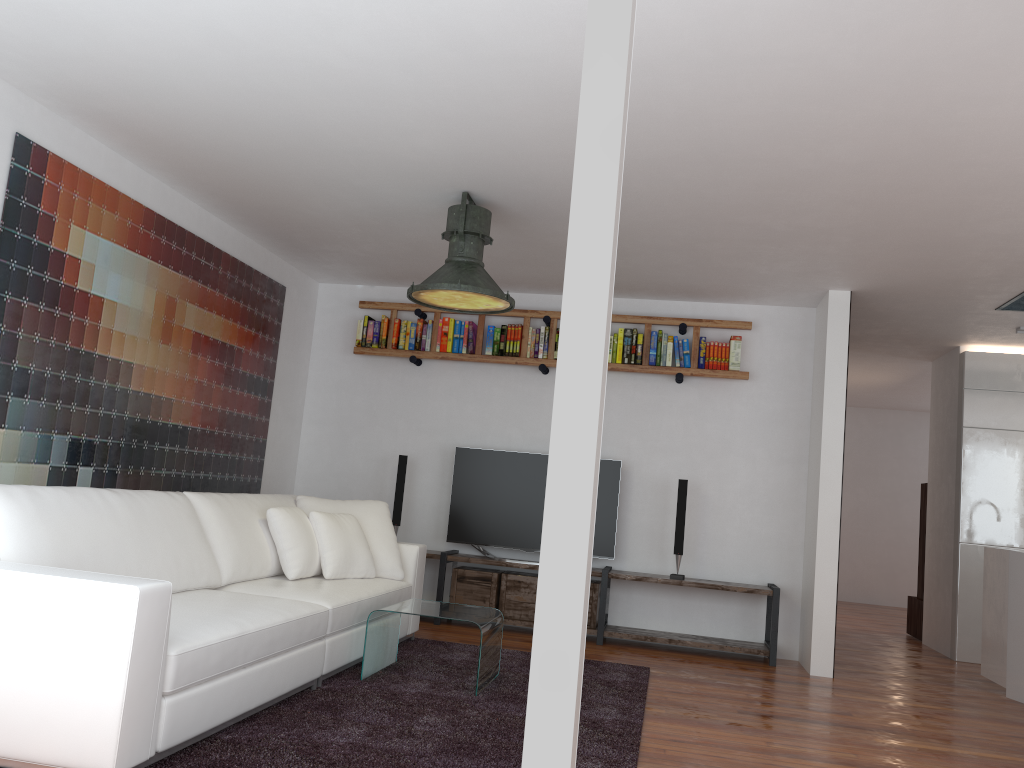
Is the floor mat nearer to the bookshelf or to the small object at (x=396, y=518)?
the small object at (x=396, y=518)

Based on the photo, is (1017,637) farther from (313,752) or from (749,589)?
(313,752)

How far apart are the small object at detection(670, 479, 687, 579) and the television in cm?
46

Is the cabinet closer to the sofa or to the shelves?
the shelves

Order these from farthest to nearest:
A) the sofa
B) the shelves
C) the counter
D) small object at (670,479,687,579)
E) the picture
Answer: small object at (670,479,687,579)
the shelves
the counter
the picture
the sofa

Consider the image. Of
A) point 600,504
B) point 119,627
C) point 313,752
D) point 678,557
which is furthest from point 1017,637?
point 119,627

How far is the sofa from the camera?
2.5 meters

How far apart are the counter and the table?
3.3m

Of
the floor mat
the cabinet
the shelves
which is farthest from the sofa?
the cabinet

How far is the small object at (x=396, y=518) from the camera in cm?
654
